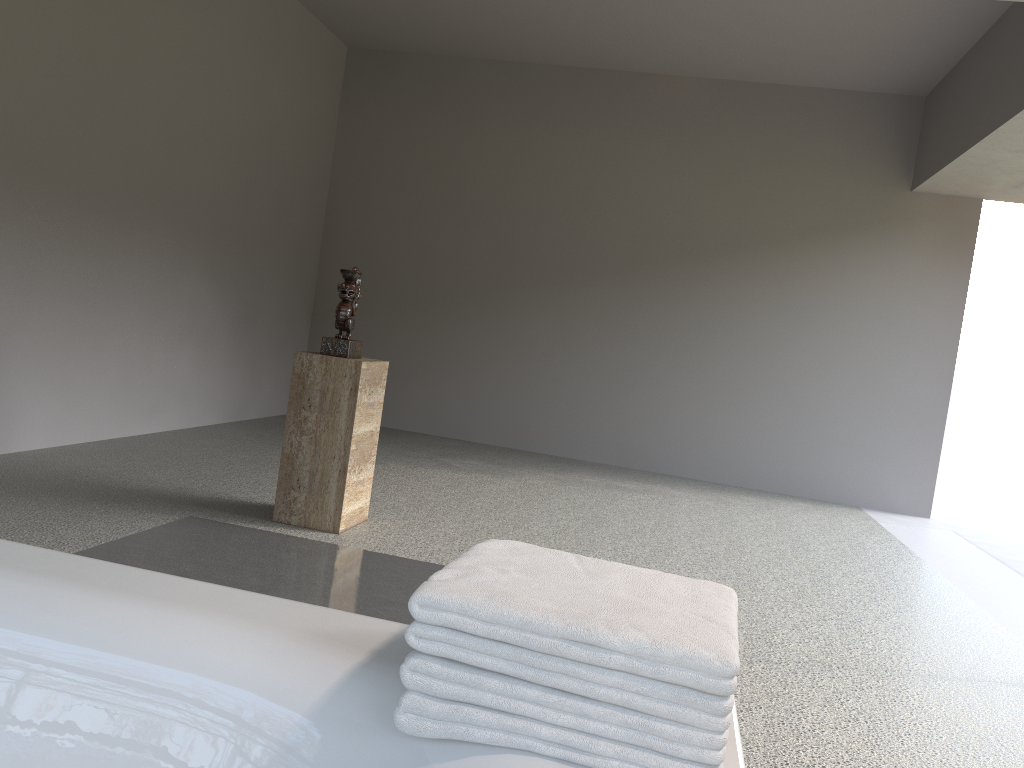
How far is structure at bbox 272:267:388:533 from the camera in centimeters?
353cm

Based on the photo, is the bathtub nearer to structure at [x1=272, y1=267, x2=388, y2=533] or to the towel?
the towel

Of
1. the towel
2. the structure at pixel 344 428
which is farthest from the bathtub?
the structure at pixel 344 428

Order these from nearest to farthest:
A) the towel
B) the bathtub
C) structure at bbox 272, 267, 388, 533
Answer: the towel
the bathtub
structure at bbox 272, 267, 388, 533

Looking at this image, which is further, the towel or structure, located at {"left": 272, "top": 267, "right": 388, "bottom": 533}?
structure, located at {"left": 272, "top": 267, "right": 388, "bottom": 533}

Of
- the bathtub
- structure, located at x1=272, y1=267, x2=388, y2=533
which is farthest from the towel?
structure, located at x1=272, y1=267, x2=388, y2=533

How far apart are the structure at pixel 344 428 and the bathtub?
2.30m

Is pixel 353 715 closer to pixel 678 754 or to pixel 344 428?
pixel 678 754

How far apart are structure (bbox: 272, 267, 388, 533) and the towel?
2.50m

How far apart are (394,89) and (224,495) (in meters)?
4.27
